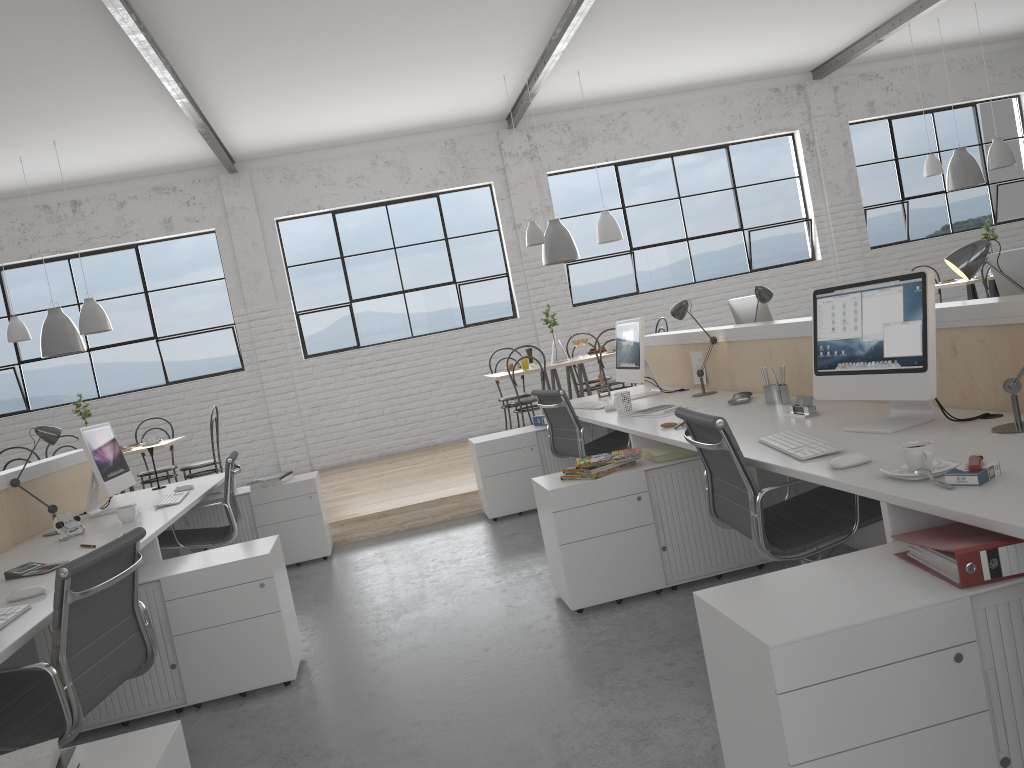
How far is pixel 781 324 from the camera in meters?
3.1 m

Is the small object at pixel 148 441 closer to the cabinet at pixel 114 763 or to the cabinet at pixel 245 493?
the cabinet at pixel 245 493

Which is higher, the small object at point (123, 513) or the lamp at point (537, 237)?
the lamp at point (537, 237)

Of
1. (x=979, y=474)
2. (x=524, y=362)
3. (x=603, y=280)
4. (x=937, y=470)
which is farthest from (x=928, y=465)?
(x=603, y=280)

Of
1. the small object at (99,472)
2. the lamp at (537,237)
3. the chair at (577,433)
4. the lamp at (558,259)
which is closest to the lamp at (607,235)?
the lamp at (558,259)

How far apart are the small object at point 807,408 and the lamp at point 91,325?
4.4m

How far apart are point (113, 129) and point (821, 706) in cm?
570

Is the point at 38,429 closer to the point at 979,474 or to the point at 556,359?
the point at 979,474

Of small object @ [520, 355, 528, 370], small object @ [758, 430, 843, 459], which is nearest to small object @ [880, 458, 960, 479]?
small object @ [758, 430, 843, 459]

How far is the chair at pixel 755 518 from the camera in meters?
2.0
